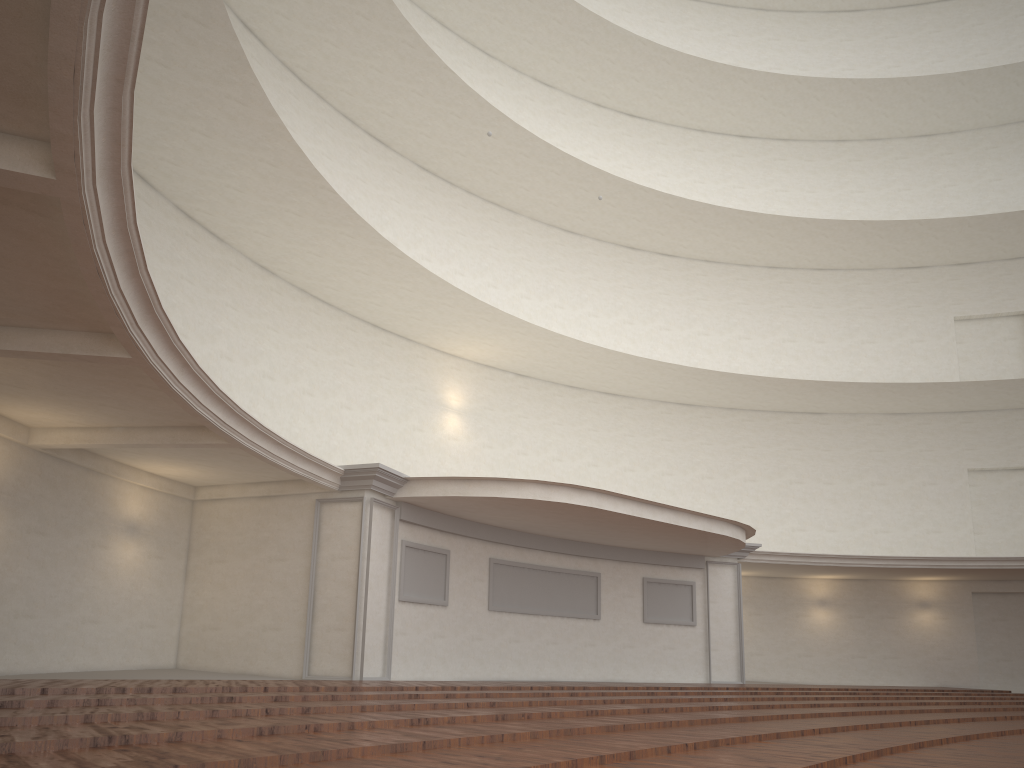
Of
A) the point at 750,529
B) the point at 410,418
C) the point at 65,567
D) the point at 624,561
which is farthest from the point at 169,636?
the point at 750,529
